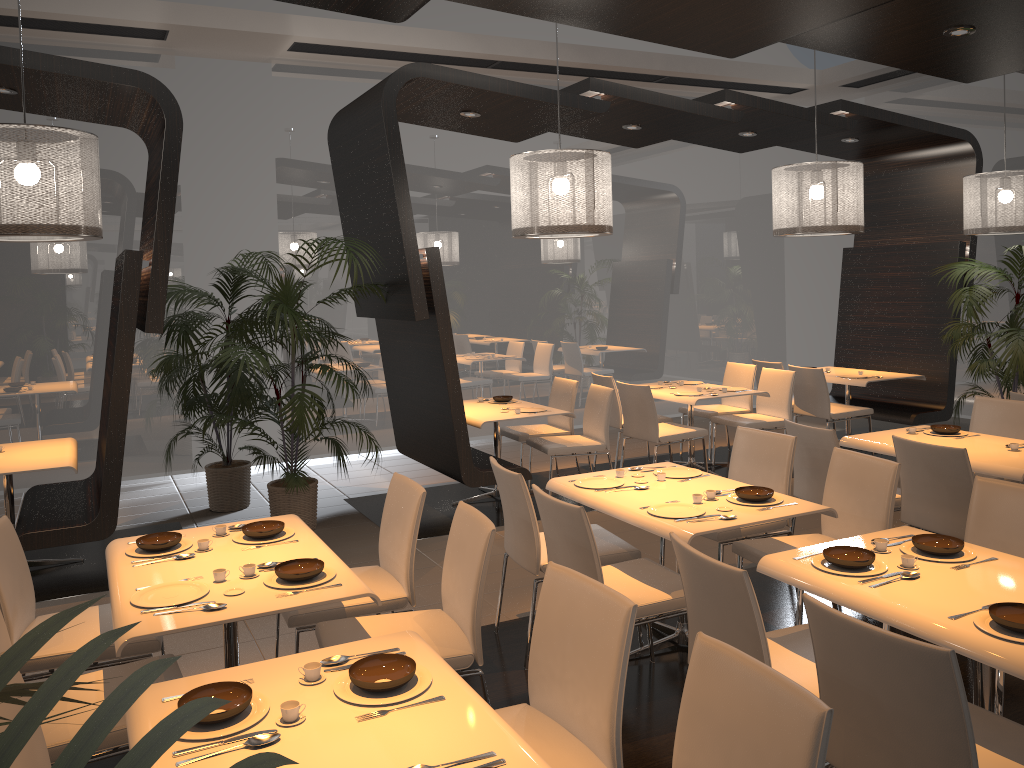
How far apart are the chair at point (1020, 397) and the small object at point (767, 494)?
3.0 meters

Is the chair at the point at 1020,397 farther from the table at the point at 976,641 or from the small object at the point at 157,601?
the small object at the point at 157,601

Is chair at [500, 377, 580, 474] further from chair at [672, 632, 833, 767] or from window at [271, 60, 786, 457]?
chair at [672, 632, 833, 767]

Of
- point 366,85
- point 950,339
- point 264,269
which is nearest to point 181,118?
point 264,269

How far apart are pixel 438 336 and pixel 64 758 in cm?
551

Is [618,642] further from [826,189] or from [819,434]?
[826,189]

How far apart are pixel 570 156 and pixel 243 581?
3.1m

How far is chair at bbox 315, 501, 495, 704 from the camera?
3.08m

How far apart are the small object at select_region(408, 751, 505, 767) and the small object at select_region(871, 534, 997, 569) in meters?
1.9

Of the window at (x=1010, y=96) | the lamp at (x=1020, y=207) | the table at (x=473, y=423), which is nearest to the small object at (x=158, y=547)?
the table at (x=473, y=423)
